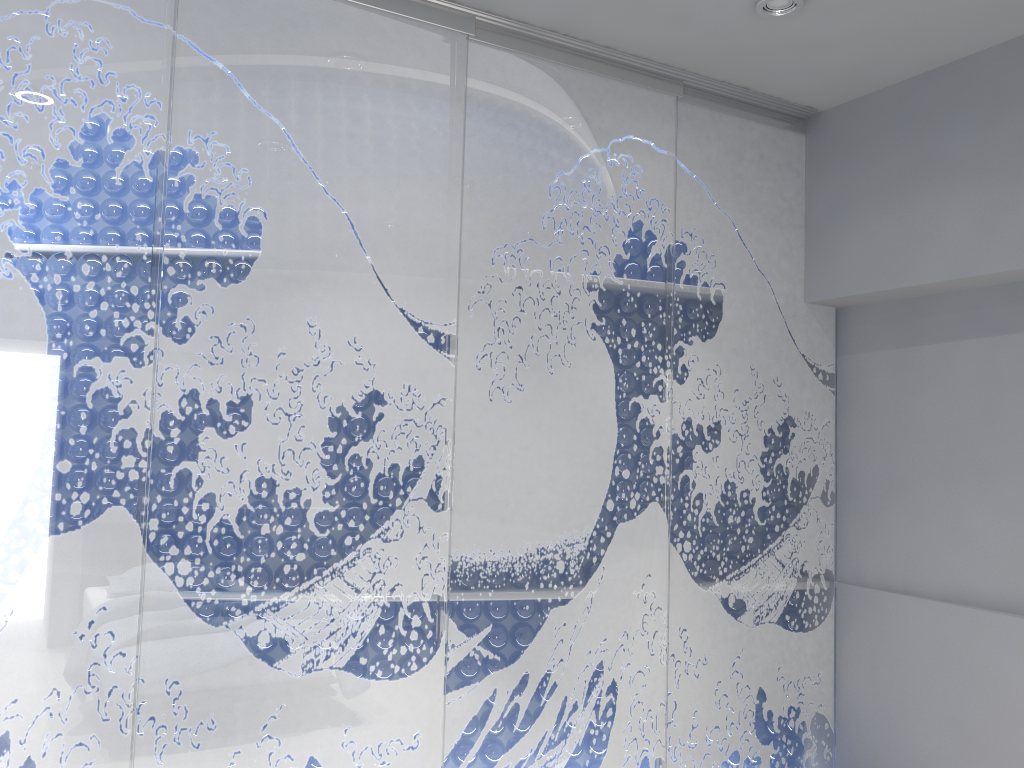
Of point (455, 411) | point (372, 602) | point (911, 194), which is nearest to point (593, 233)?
point (455, 411)
